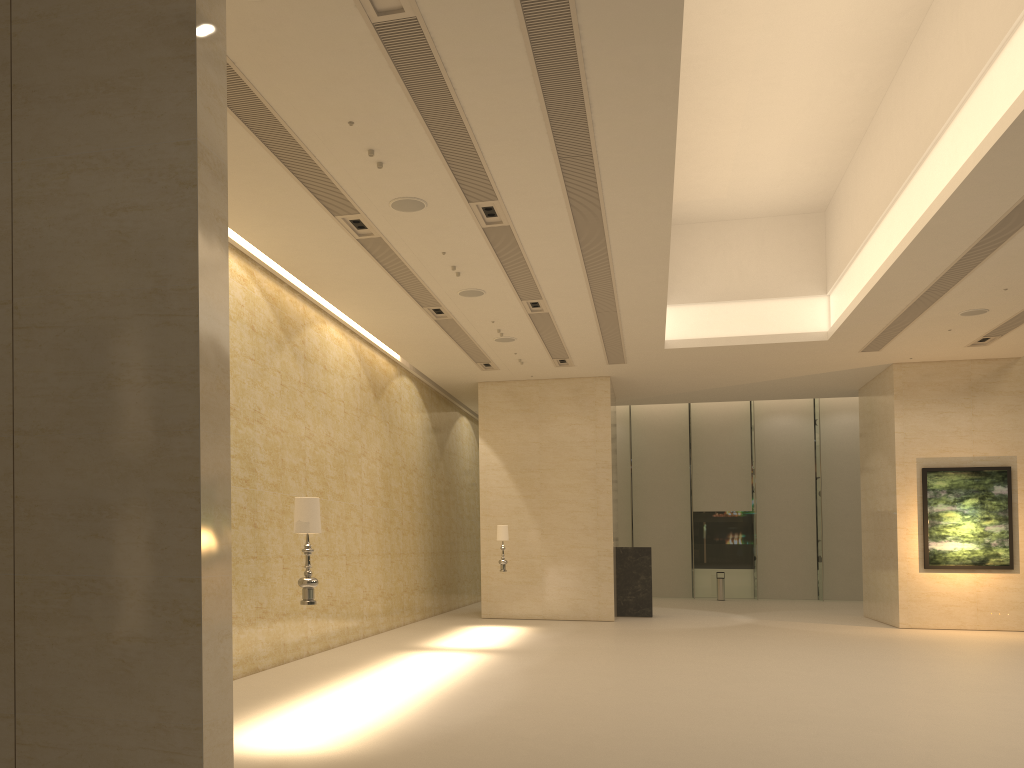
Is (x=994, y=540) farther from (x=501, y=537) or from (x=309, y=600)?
(x=309, y=600)

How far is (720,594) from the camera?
29.3 meters

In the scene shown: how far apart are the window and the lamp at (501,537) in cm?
1423

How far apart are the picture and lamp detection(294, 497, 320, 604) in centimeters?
1630cm

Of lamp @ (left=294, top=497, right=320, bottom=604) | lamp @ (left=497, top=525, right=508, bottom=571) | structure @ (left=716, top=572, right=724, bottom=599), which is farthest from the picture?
lamp @ (left=294, top=497, right=320, bottom=604)

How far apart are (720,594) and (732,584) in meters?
1.7

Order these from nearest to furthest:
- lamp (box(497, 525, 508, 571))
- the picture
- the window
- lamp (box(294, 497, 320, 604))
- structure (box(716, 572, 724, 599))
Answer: lamp (box(294, 497, 320, 604)) < lamp (box(497, 525, 508, 571)) < the picture < structure (box(716, 572, 724, 599)) < the window

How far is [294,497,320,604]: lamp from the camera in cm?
798

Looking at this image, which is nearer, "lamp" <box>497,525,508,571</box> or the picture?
"lamp" <box>497,525,508,571</box>

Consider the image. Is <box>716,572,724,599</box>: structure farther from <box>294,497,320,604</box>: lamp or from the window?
<box>294,497,320,604</box>: lamp
